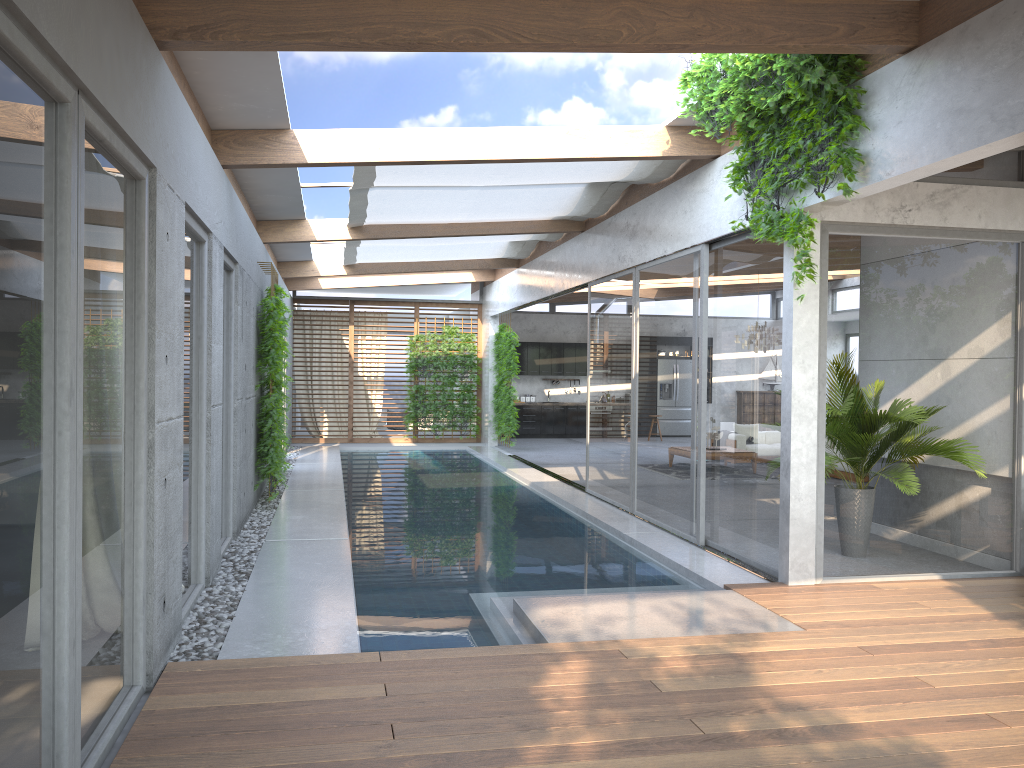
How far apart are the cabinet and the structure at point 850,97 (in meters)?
14.14

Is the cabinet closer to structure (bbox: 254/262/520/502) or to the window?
the window

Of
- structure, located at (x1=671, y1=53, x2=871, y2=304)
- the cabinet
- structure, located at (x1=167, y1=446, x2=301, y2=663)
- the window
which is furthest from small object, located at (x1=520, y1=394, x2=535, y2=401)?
structure, located at (x1=671, y1=53, x2=871, y2=304)

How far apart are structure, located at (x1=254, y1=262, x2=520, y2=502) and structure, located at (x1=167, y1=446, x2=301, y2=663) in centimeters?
12cm

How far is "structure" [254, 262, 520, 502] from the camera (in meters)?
9.74

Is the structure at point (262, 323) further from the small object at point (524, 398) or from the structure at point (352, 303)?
the small object at point (524, 398)

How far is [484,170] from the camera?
8.17m

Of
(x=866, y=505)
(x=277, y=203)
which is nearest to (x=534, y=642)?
(x=866, y=505)

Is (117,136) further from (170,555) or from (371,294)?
(371,294)

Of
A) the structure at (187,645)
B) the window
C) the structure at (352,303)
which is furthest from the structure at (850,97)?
the structure at (352,303)
